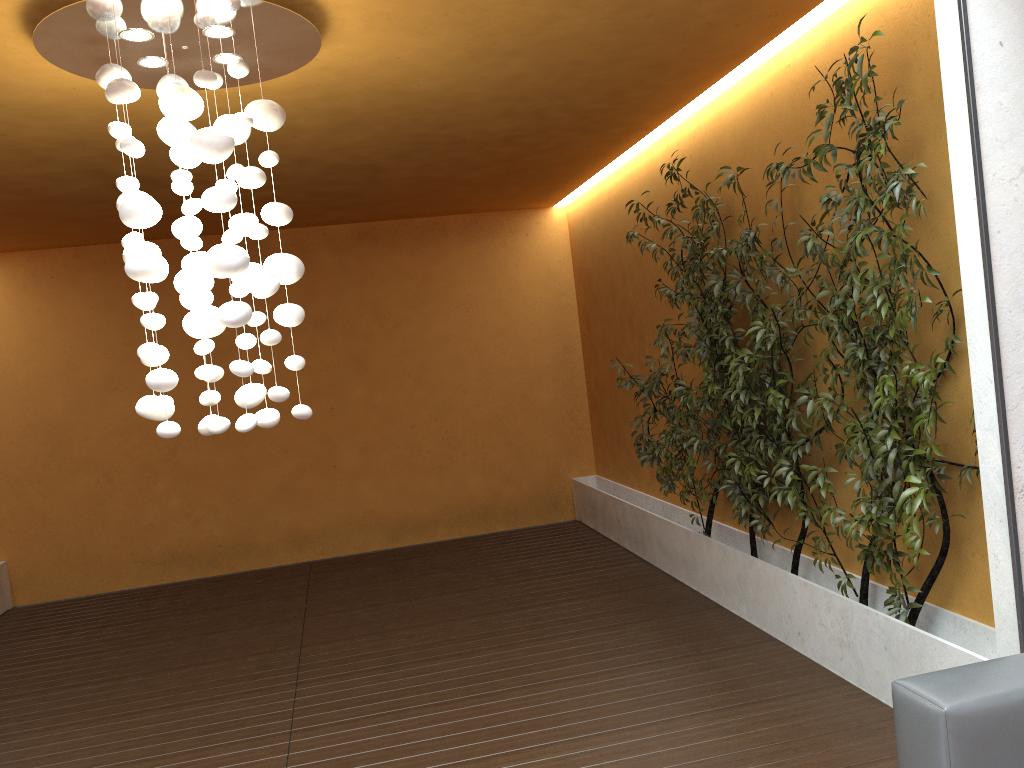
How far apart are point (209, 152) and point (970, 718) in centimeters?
282cm

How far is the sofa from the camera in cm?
221

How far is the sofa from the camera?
2.21m

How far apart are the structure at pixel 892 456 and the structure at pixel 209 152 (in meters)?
1.92

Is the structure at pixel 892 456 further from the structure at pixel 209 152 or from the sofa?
the structure at pixel 209 152

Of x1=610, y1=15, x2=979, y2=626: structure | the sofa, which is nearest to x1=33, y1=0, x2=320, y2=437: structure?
x1=610, y1=15, x2=979, y2=626: structure

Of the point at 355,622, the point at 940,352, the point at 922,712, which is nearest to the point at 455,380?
the point at 355,622

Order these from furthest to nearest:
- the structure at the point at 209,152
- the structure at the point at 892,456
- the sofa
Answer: the structure at the point at 892,456 → the structure at the point at 209,152 → the sofa

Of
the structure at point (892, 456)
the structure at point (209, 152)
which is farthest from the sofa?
the structure at point (209, 152)

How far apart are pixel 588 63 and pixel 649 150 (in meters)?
2.07
